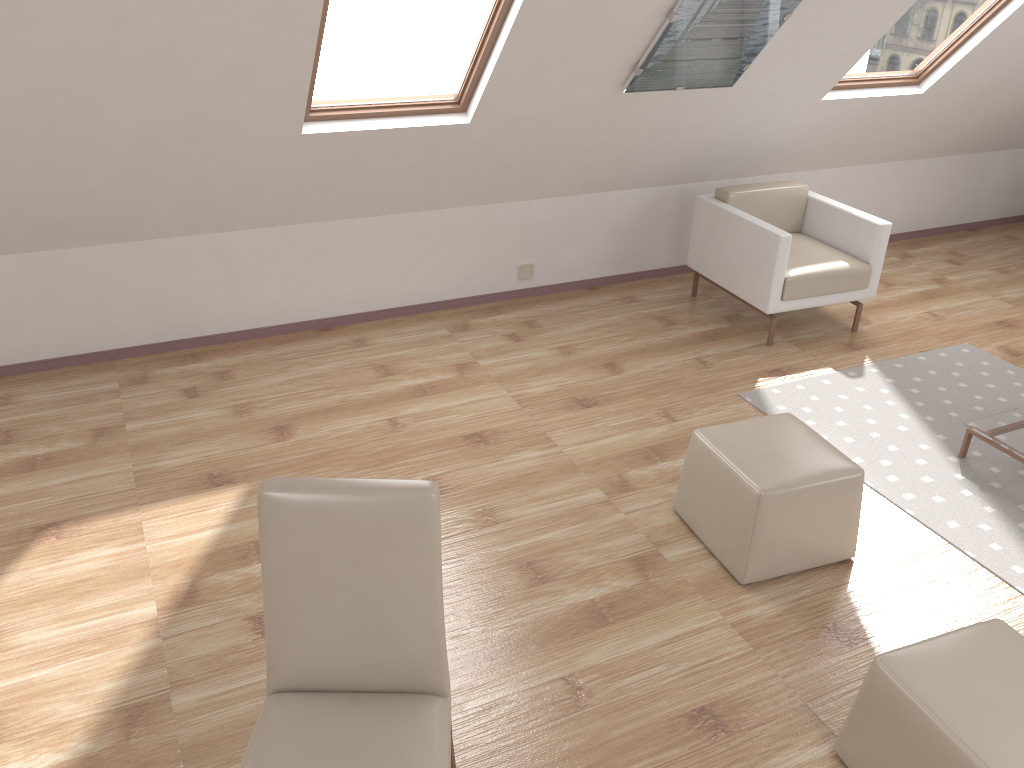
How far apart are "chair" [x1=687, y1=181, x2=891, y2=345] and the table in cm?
122

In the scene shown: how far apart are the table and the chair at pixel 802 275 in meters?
1.2

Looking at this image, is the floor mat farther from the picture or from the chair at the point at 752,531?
the picture

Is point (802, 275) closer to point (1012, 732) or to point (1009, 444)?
point (1009, 444)

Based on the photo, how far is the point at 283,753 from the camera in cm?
181

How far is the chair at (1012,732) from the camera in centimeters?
207cm

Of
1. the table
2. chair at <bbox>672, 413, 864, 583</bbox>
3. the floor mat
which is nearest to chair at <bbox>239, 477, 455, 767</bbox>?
chair at <bbox>672, 413, 864, 583</bbox>

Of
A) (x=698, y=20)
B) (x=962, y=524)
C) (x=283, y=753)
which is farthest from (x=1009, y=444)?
(x=283, y=753)

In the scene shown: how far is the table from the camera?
3.63m

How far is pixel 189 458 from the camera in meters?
3.7 m
